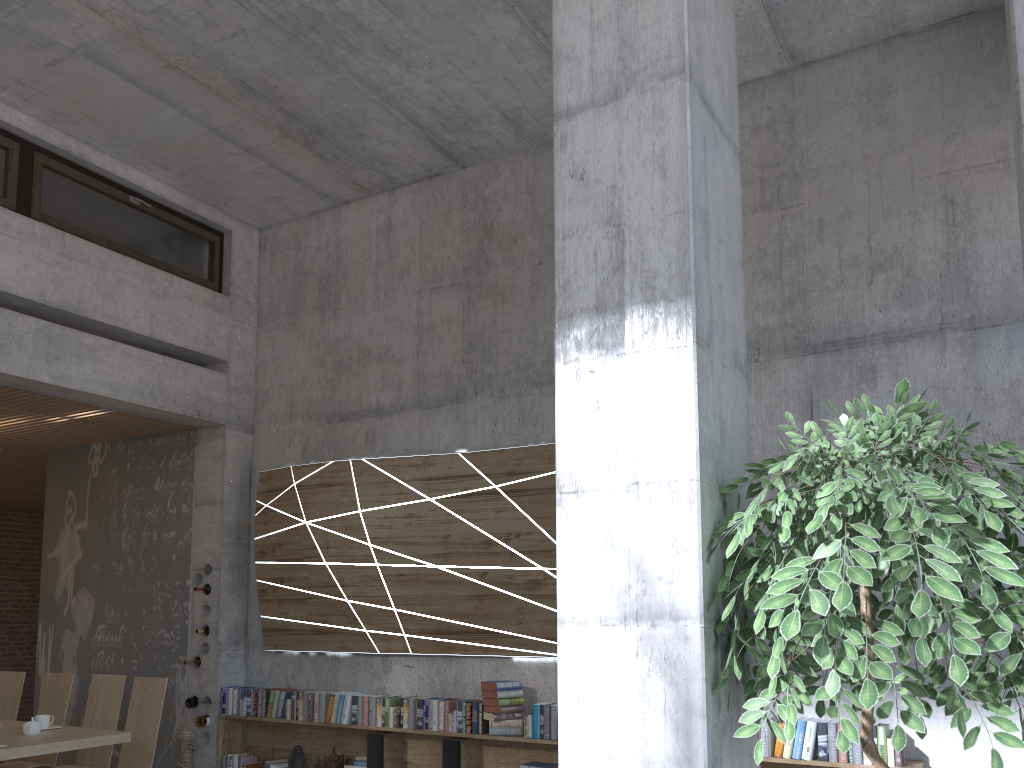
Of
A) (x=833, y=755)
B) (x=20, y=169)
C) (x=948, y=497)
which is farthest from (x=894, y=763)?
(x=20, y=169)

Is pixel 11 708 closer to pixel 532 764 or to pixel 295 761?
pixel 295 761

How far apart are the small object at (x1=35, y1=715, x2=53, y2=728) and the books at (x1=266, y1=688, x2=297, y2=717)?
1.65m

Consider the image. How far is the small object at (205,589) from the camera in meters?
7.3 m

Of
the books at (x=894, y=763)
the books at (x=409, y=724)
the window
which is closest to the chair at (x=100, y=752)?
the books at (x=409, y=724)

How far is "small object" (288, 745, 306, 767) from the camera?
6.5m

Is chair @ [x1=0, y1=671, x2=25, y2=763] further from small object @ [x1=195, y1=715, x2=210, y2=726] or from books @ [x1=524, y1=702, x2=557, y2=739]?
books @ [x1=524, y1=702, x2=557, y2=739]

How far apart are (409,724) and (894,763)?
3.15m

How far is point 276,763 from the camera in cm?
671

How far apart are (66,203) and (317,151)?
1.9 meters
